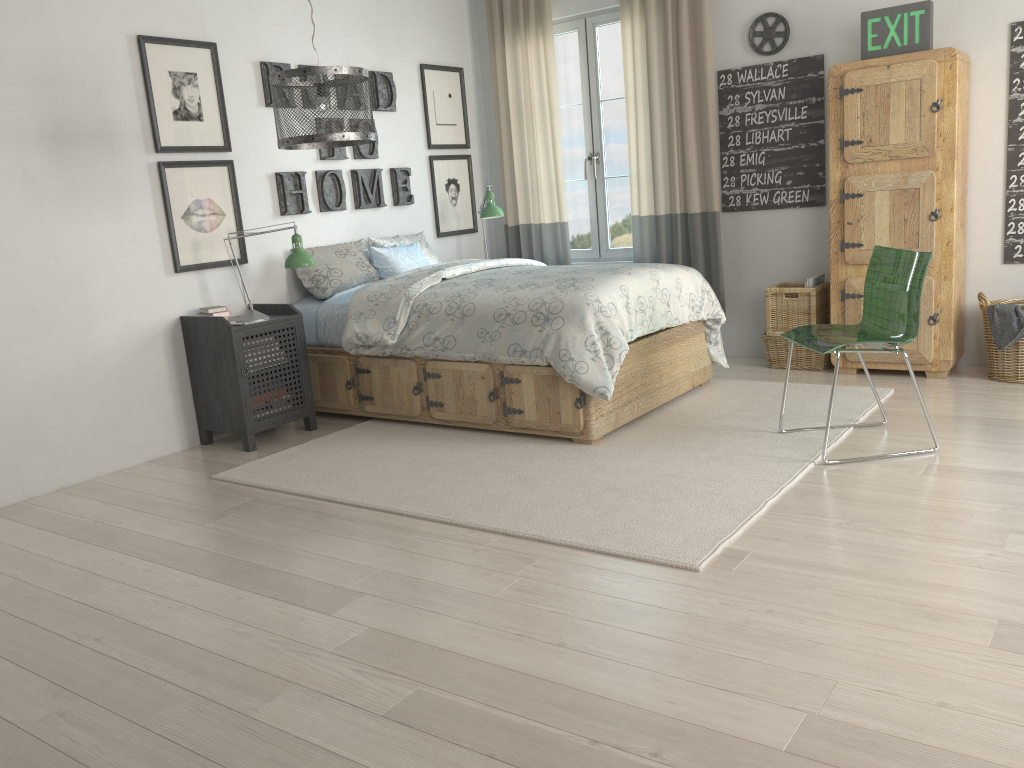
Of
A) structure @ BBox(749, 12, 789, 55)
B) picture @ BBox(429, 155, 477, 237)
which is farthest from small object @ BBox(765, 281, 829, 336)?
picture @ BBox(429, 155, 477, 237)

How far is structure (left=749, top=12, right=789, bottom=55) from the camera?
4.82m

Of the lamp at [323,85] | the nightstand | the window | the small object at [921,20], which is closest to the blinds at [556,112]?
the window

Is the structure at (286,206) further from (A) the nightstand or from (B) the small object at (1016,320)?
(B) the small object at (1016,320)

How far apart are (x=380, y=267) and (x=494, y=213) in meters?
0.9 m

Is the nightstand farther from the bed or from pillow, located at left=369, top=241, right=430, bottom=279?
pillow, located at left=369, top=241, right=430, bottom=279

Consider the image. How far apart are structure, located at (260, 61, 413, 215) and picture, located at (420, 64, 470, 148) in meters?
0.3

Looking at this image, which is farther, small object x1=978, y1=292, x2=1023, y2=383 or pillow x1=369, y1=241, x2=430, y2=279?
pillow x1=369, y1=241, x2=430, y2=279

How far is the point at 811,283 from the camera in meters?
4.8

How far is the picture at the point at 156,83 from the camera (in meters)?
4.09
